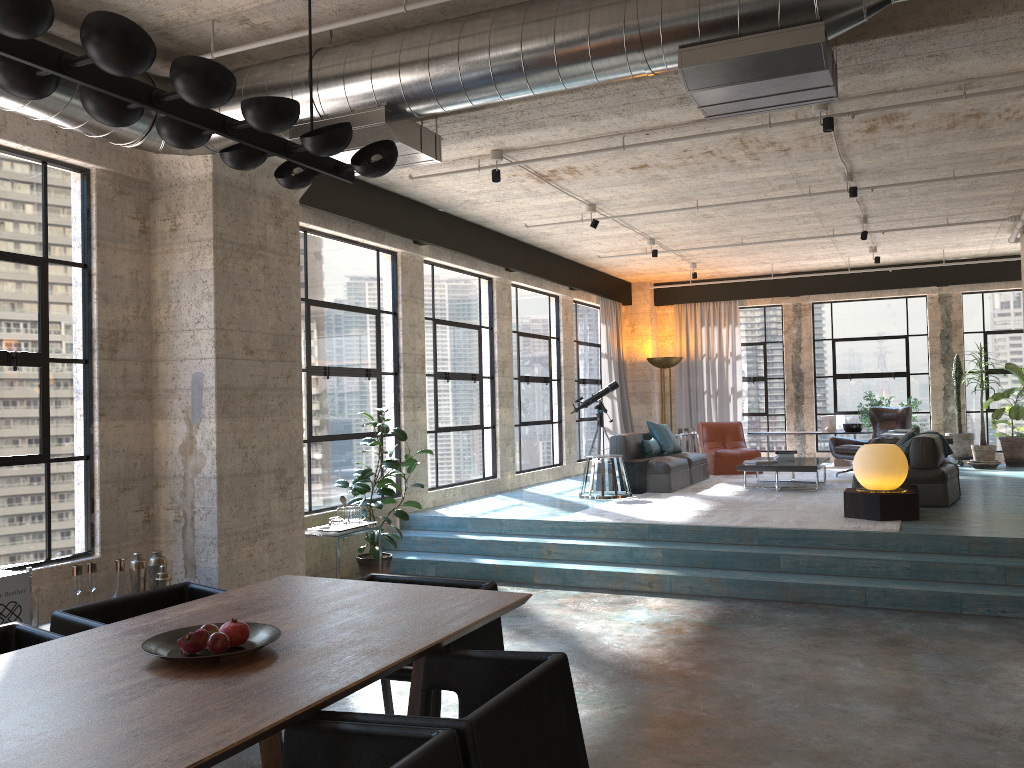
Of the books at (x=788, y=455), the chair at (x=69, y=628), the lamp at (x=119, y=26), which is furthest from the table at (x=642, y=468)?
the lamp at (x=119, y=26)

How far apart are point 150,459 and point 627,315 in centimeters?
1079cm

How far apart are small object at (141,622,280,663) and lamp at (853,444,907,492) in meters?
6.3 m

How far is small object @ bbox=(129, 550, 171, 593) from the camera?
5.5 meters

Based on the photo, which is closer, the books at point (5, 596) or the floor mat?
the books at point (5, 596)

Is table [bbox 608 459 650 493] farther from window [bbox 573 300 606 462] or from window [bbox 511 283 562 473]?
window [bbox 573 300 606 462]

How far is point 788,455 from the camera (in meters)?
10.98

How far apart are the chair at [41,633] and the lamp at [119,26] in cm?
189

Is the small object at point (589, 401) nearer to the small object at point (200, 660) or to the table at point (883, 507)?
the table at point (883, 507)

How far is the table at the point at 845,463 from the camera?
Result: 13.79m
